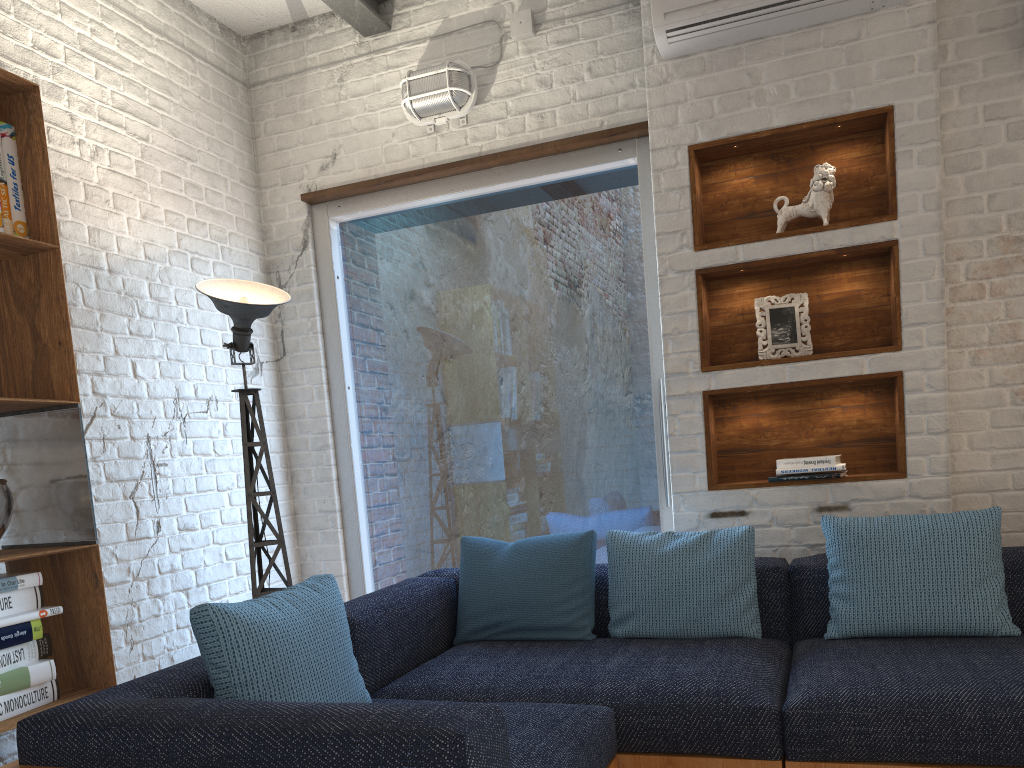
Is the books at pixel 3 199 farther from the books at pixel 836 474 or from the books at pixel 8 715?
the books at pixel 836 474

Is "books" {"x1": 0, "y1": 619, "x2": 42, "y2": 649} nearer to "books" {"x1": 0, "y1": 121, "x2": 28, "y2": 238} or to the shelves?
"books" {"x1": 0, "y1": 121, "x2": 28, "y2": 238}

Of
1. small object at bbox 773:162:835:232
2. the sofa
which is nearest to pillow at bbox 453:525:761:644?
the sofa

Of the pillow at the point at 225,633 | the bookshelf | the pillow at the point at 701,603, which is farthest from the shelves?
the bookshelf

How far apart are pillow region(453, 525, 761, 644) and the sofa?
0.02m

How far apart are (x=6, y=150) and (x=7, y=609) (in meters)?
1.25

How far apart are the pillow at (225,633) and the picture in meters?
1.8 m

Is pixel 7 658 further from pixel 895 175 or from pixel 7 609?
pixel 895 175

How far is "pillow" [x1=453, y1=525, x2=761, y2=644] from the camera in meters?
2.8 m

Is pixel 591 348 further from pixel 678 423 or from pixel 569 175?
pixel 569 175
